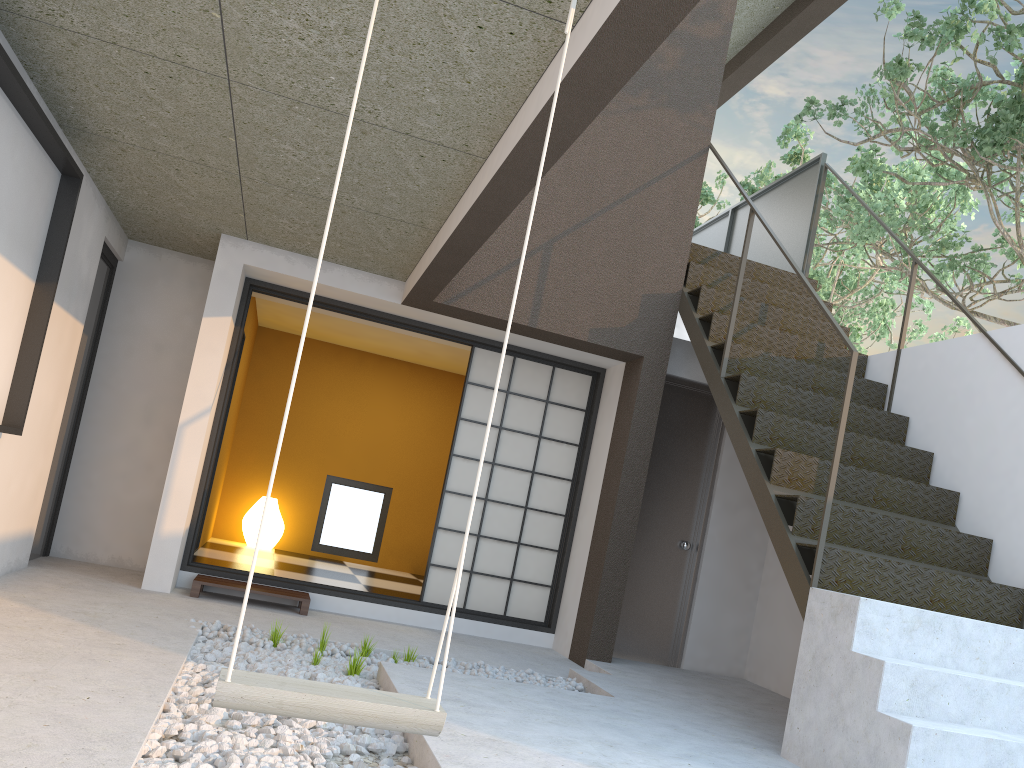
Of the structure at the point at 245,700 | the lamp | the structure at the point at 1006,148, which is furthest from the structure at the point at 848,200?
the structure at the point at 245,700

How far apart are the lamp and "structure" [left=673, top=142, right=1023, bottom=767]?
4.0m

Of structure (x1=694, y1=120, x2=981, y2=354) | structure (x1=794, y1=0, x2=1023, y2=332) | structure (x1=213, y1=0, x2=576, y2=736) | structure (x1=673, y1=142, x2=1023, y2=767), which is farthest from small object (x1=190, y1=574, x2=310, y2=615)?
structure (x1=694, y1=120, x2=981, y2=354)

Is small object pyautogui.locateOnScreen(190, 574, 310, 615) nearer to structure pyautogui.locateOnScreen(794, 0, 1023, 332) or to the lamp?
the lamp

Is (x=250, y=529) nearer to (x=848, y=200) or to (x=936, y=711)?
(x=936, y=711)

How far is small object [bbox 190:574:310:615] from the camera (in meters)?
5.22

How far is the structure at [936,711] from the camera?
3.3m

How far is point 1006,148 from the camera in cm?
634

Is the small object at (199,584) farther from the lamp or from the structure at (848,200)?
the structure at (848,200)

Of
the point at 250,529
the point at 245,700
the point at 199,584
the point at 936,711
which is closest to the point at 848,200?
the point at 250,529
